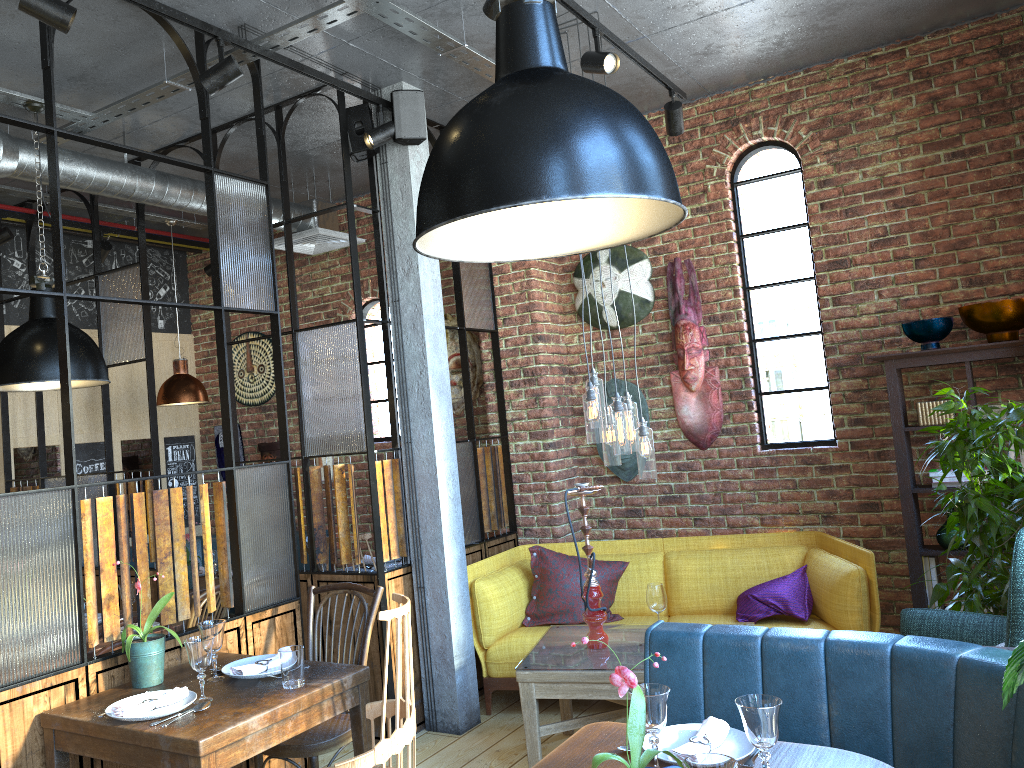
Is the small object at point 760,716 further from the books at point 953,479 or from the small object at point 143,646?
the books at point 953,479

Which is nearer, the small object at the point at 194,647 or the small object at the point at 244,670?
the small object at the point at 194,647

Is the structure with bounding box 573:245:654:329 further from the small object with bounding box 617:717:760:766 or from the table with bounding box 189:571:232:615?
the small object with bounding box 617:717:760:766

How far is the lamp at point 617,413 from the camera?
3.8m

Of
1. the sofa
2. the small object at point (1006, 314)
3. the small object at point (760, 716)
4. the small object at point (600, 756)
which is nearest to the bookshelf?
the small object at point (1006, 314)

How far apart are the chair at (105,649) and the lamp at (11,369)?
1.2 meters

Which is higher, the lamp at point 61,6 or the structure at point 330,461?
the lamp at point 61,6

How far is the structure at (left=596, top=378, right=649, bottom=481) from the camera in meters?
5.5 m

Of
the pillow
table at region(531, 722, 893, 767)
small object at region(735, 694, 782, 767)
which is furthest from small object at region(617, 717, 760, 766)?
the pillow

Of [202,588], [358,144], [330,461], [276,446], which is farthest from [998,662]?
[276,446]
